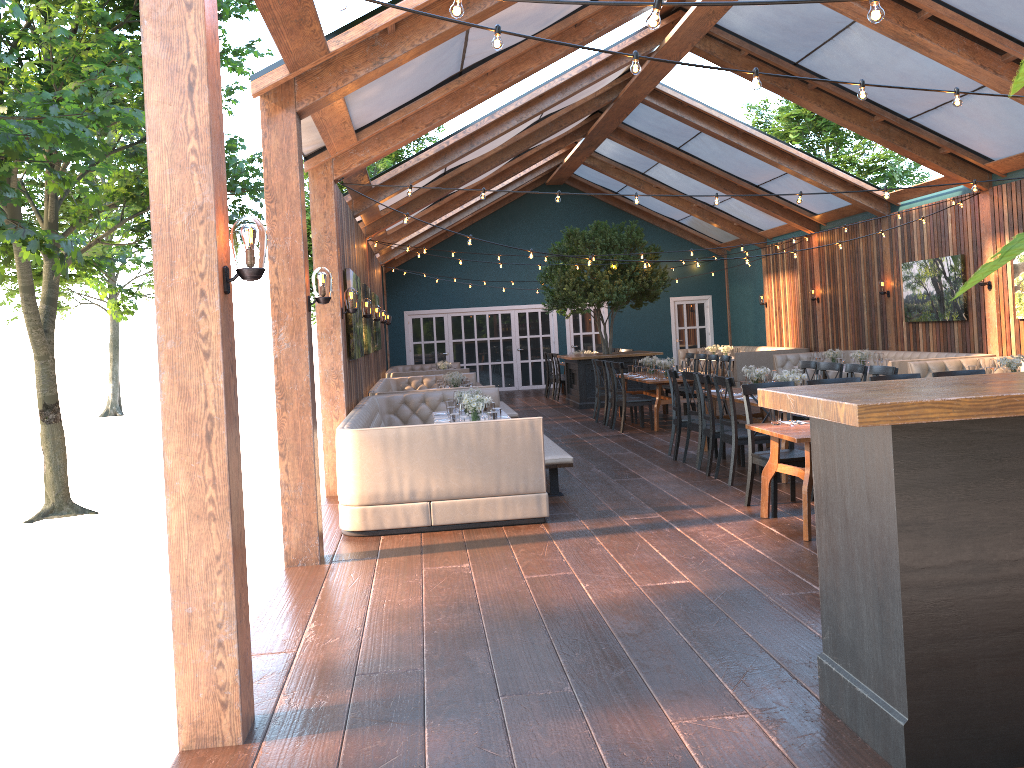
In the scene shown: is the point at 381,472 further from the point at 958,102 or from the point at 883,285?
the point at 883,285

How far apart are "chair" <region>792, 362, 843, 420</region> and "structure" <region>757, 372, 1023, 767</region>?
6.2m

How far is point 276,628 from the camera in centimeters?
499cm

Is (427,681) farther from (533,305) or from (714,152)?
(533,305)

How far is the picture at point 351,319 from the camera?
9.6m

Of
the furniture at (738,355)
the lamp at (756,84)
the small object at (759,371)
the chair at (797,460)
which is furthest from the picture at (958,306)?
the lamp at (756,84)

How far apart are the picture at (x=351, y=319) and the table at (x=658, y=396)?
4.5m

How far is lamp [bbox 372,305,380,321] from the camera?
14.5m

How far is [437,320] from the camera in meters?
22.9 m

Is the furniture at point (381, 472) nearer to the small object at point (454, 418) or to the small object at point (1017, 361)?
the small object at point (454, 418)
